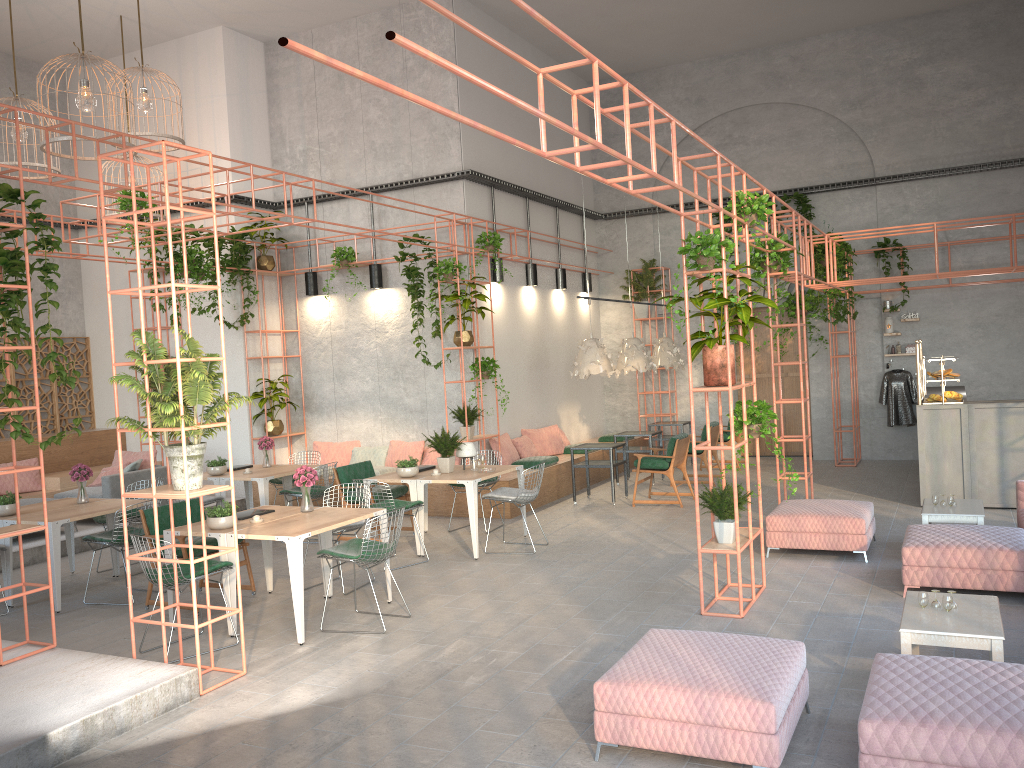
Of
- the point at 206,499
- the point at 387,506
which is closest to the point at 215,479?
the point at 206,499

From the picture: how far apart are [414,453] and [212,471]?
3.0m

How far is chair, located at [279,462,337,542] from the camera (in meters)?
10.68

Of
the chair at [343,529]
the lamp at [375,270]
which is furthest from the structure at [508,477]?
the chair at [343,529]

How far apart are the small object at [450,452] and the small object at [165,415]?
3.8m

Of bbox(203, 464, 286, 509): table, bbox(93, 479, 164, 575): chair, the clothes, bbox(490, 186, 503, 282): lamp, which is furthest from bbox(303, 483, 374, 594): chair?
the clothes

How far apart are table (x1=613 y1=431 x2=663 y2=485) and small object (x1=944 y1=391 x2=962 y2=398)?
4.47m

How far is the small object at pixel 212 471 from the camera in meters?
10.9

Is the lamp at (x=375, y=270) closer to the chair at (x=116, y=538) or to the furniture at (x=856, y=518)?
the chair at (x=116, y=538)

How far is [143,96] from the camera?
10.7 meters
